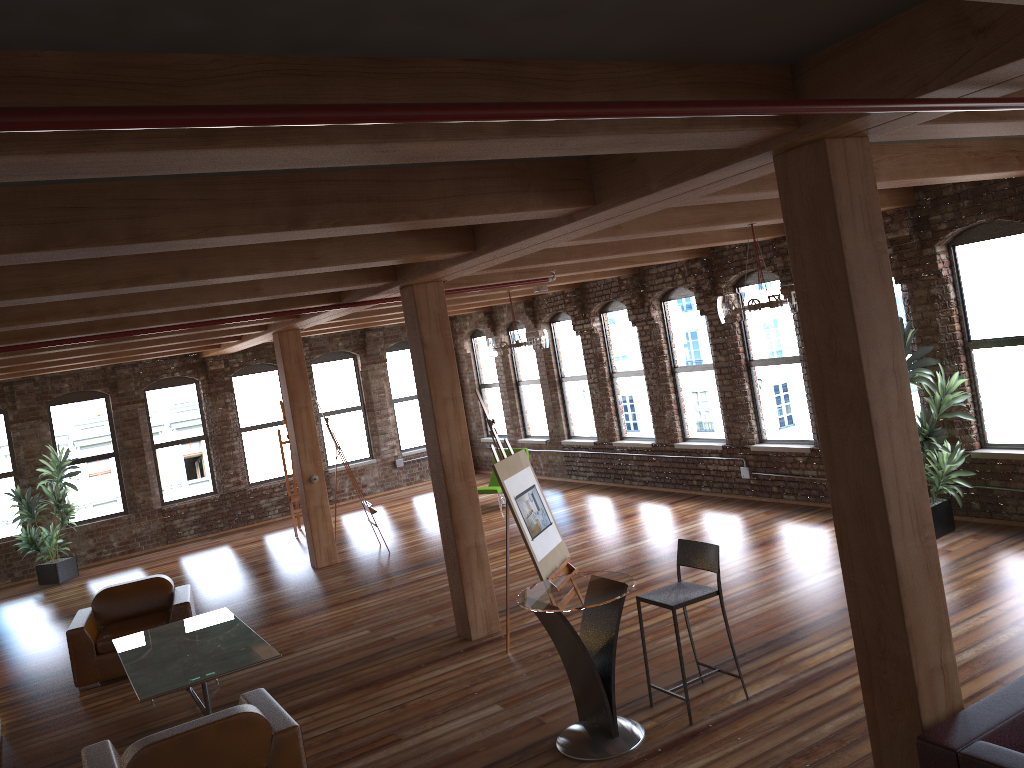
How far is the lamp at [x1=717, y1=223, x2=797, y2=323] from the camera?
7.3 meters

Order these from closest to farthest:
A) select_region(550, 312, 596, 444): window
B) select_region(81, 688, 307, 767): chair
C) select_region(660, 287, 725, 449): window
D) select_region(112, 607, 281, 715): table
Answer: select_region(81, 688, 307, 767): chair → select_region(112, 607, 281, 715): table → select_region(660, 287, 725, 449): window → select_region(550, 312, 596, 444): window

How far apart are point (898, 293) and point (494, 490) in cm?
642

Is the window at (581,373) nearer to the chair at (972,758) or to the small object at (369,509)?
the small object at (369,509)

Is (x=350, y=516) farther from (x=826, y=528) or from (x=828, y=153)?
(x=828, y=153)

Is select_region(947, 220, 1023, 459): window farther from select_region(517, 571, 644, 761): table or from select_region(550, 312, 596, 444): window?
select_region(550, 312, 596, 444): window

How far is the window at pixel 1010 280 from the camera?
8.1m

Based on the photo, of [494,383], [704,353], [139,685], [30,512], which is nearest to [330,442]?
[494,383]

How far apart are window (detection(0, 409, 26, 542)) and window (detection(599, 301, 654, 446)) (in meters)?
9.64

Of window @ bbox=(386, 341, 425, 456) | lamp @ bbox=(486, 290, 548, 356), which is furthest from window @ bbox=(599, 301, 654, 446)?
window @ bbox=(386, 341, 425, 456)
